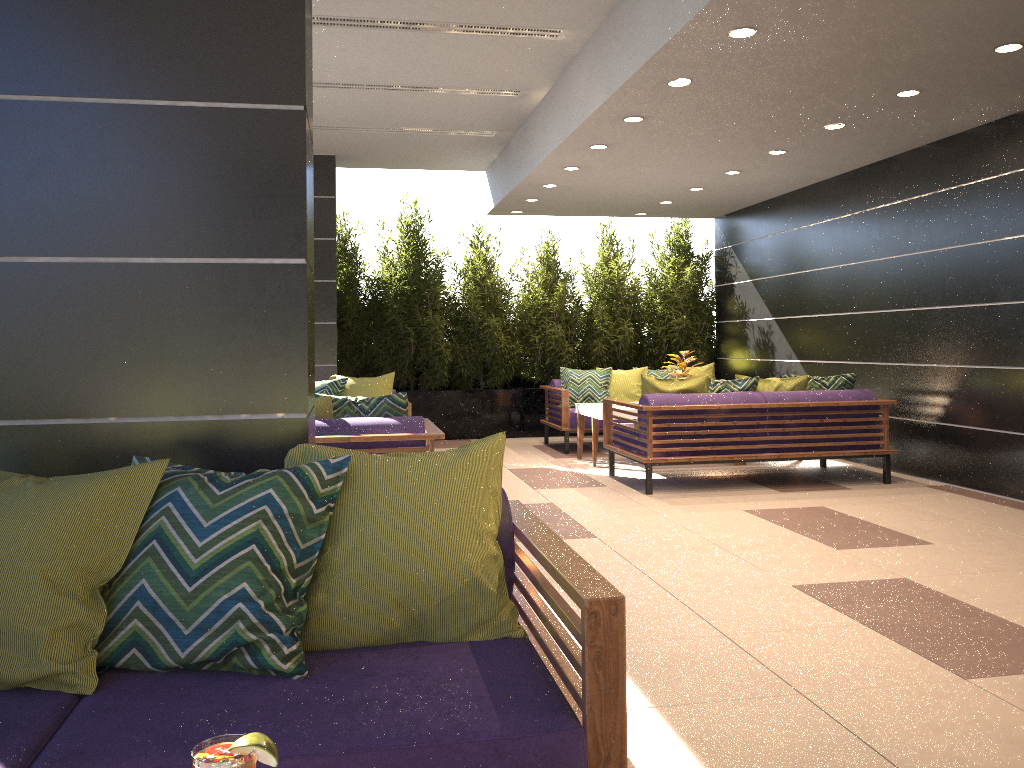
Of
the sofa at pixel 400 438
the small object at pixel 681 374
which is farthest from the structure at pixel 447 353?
the sofa at pixel 400 438

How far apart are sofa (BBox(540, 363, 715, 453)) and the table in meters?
0.4 m

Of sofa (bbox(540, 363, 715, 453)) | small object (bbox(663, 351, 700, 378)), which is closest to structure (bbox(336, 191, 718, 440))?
sofa (bbox(540, 363, 715, 453))

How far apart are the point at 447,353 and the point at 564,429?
2.05m

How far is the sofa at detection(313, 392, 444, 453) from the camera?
4.82m

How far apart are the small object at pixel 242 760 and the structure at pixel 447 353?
9.5 meters

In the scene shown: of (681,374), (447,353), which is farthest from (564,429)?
(447,353)

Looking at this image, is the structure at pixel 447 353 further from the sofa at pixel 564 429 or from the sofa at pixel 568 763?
the sofa at pixel 568 763

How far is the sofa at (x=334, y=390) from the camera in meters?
7.8 m

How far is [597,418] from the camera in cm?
820
